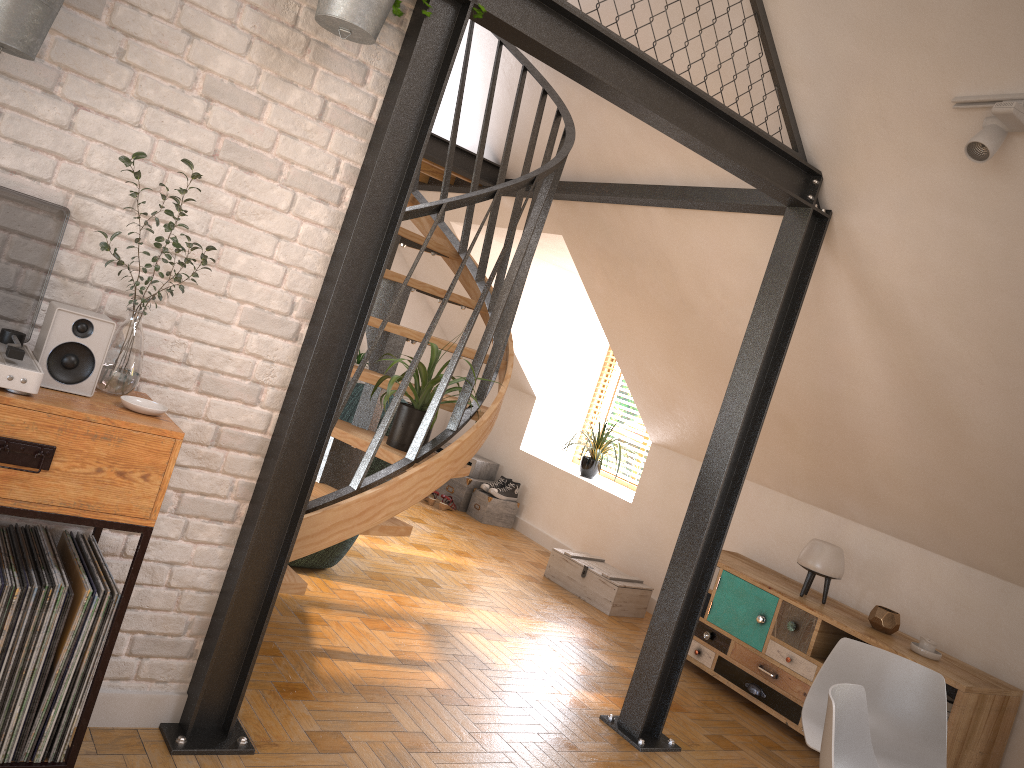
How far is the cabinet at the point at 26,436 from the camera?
1.9 meters

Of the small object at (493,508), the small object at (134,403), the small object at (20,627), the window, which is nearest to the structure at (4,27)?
the small object at (134,403)

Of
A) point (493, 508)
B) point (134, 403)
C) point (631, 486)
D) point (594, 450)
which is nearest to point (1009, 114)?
point (134, 403)

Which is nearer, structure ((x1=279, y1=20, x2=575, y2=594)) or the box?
structure ((x1=279, y1=20, x2=575, y2=594))

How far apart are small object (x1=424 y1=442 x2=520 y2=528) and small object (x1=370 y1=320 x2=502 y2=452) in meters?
3.6

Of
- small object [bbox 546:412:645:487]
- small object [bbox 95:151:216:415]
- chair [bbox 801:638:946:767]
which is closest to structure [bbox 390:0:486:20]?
small object [bbox 95:151:216:415]

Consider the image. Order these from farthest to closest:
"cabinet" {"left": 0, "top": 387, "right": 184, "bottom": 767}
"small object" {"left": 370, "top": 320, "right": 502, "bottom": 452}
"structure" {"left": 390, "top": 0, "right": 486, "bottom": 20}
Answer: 1. "small object" {"left": 370, "top": 320, "right": 502, "bottom": 452}
2. "structure" {"left": 390, "top": 0, "right": 486, "bottom": 20}
3. "cabinet" {"left": 0, "top": 387, "right": 184, "bottom": 767}

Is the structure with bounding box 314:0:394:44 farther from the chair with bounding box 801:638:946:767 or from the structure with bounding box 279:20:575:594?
the chair with bounding box 801:638:946:767

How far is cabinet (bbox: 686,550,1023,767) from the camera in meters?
4.0

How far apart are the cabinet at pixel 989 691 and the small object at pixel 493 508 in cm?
231
